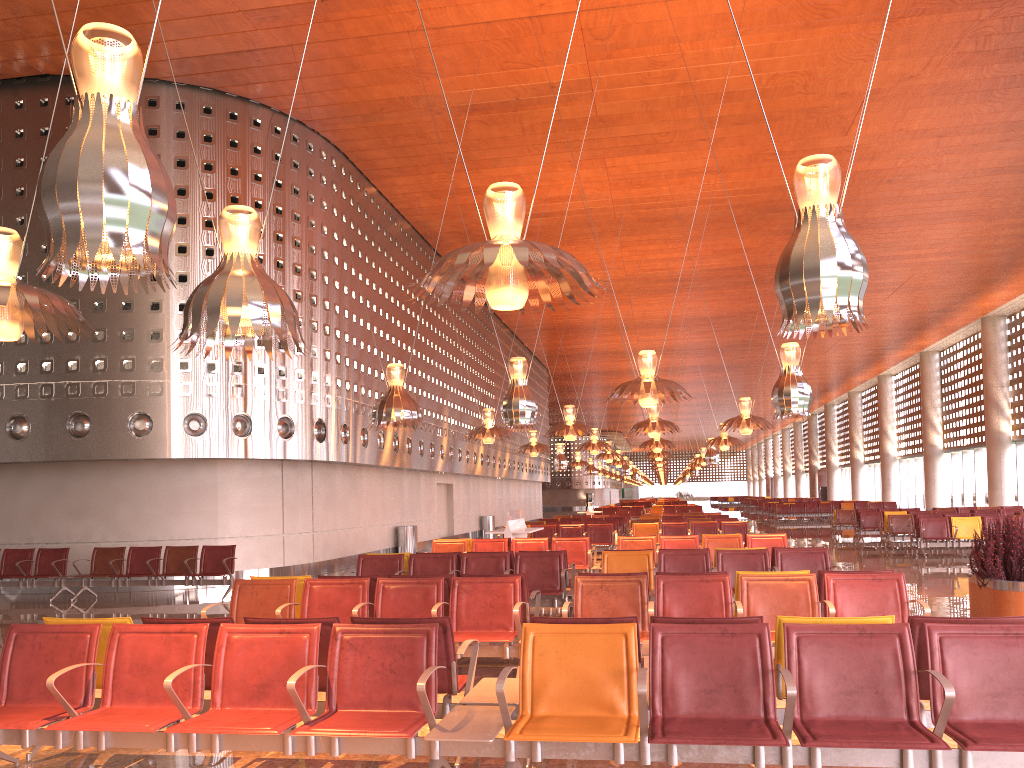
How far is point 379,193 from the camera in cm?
2205

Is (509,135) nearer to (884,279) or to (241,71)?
(241,71)
